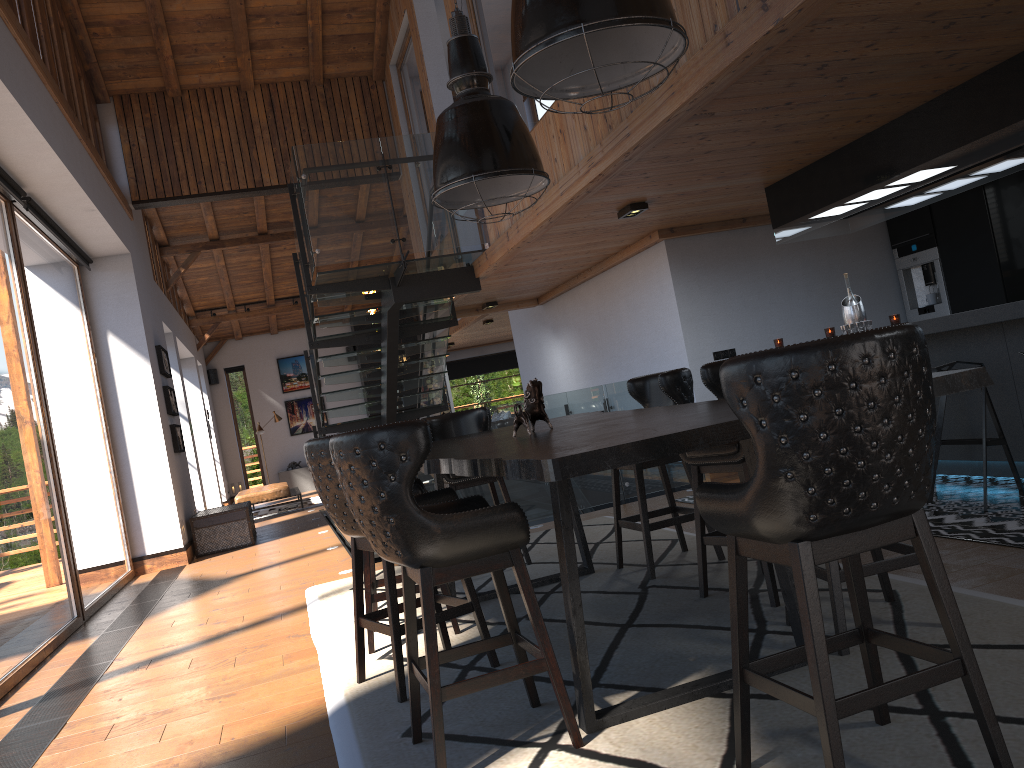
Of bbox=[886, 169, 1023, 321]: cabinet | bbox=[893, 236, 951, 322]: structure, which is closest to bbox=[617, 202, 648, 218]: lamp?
bbox=[886, 169, 1023, 321]: cabinet

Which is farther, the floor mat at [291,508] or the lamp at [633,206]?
the floor mat at [291,508]

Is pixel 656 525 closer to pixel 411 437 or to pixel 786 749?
pixel 786 749

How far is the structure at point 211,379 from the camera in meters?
19.9

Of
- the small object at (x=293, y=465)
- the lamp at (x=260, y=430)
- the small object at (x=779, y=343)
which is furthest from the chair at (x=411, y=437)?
the small object at (x=293, y=465)

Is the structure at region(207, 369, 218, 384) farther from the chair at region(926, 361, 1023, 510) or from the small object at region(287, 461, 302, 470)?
the chair at region(926, 361, 1023, 510)

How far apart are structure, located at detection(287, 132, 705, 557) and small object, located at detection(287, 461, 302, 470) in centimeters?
636cm

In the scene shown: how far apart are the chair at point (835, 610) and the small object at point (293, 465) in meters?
17.8 m

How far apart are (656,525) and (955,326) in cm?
219

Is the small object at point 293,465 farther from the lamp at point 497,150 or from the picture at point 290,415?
the lamp at point 497,150
